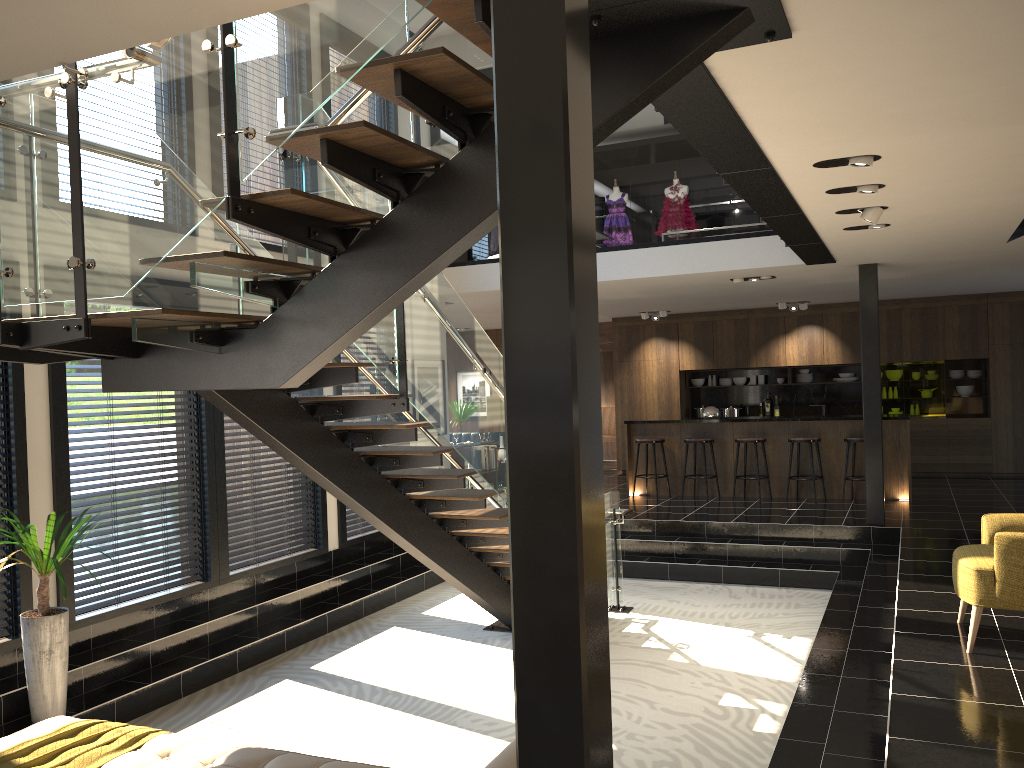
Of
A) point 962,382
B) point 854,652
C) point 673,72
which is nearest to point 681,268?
point 854,652

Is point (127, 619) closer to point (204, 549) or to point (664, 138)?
point (204, 549)

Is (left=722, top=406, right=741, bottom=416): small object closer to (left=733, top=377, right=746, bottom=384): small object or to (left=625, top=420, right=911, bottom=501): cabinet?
(left=733, top=377, right=746, bottom=384): small object

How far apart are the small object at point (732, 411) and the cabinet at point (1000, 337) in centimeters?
71cm

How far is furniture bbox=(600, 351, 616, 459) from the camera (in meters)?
16.49

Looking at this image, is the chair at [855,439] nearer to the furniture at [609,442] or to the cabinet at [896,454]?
the cabinet at [896,454]

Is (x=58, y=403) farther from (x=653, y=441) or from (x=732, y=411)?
(x=732, y=411)

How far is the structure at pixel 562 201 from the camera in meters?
2.0 m

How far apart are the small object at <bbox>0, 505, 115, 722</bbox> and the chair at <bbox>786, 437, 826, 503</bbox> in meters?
8.2

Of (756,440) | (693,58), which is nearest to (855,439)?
(756,440)
